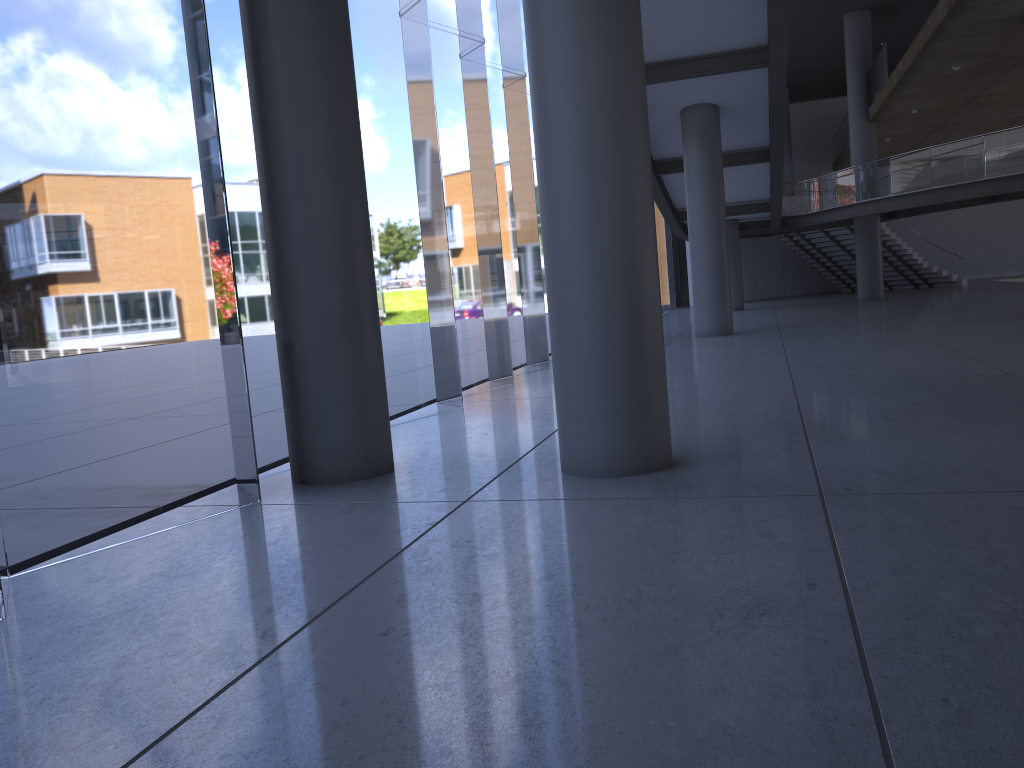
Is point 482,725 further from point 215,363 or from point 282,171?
point 215,363
